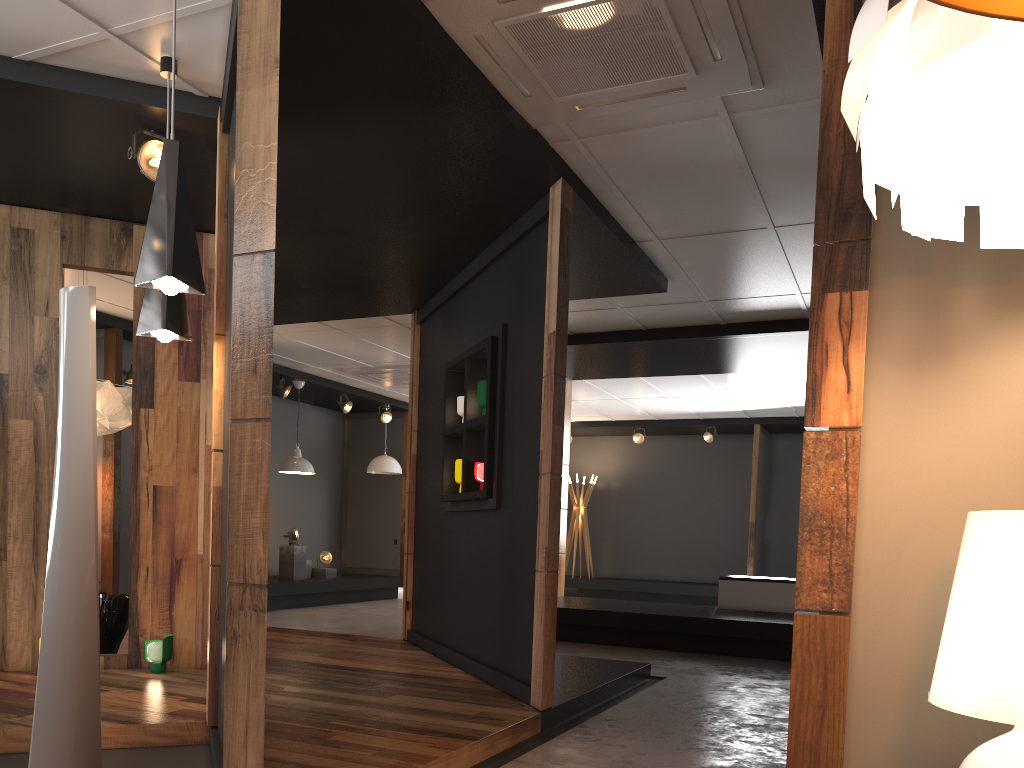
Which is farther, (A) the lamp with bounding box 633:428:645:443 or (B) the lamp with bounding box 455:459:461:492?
(A) the lamp with bounding box 633:428:645:443

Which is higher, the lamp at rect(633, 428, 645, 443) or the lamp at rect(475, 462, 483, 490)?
the lamp at rect(633, 428, 645, 443)

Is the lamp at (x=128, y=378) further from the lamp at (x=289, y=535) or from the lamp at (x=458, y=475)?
the lamp at (x=458, y=475)

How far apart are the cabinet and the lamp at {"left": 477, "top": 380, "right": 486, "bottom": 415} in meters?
4.5

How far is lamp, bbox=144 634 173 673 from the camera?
5.1m

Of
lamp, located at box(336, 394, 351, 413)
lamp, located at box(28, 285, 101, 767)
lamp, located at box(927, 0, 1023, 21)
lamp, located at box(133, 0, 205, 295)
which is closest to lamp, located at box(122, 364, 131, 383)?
lamp, located at box(336, 394, 351, 413)

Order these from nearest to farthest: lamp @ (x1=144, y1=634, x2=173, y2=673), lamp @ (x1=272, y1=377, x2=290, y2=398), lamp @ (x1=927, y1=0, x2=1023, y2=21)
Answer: lamp @ (x1=927, y1=0, x2=1023, y2=21), lamp @ (x1=144, y1=634, x2=173, y2=673), lamp @ (x1=272, y1=377, x2=290, y2=398)

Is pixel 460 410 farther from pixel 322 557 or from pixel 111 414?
pixel 322 557

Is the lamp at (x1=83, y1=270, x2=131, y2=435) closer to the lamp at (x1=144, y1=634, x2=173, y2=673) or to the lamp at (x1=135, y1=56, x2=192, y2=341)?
the lamp at (x1=144, y1=634, x2=173, y2=673)

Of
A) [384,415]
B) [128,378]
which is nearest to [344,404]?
[384,415]
